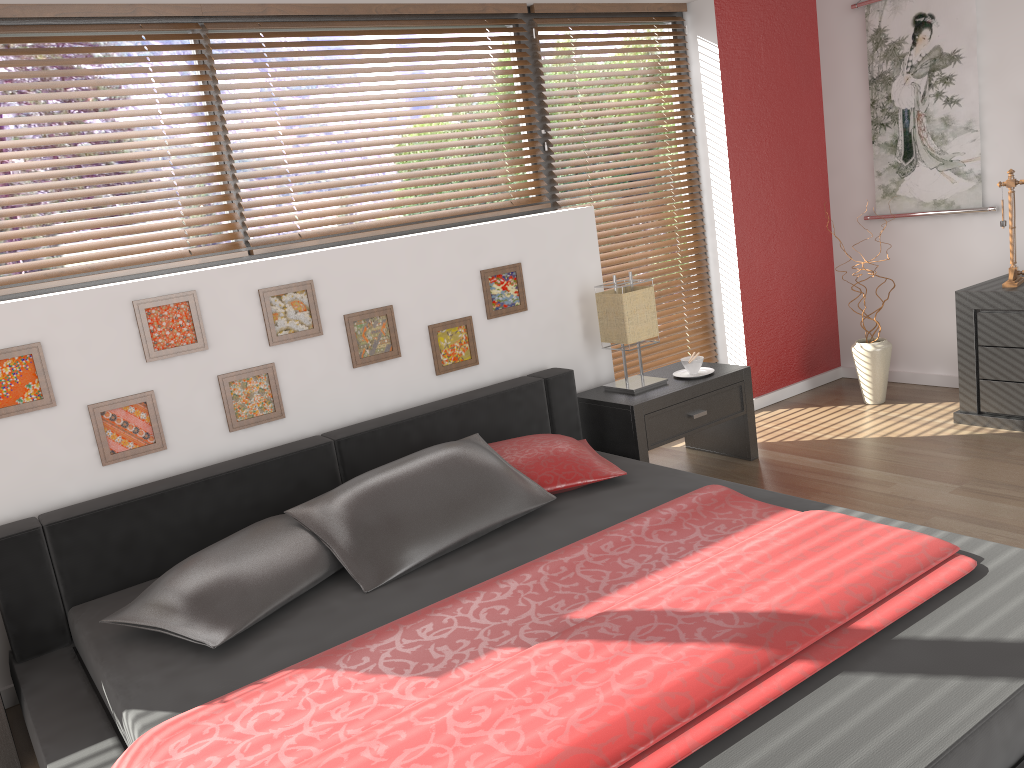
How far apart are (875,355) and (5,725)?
3.9 meters

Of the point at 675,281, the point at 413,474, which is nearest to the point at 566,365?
the point at 675,281

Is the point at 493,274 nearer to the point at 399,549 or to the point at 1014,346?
the point at 399,549

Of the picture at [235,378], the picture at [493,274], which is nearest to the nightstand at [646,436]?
the picture at [493,274]

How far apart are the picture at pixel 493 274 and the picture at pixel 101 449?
1.33m

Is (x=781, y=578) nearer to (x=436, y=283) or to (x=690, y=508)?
(x=690, y=508)

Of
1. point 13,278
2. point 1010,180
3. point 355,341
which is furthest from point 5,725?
point 1010,180

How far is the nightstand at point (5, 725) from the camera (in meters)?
2.32

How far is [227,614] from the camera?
2.23m

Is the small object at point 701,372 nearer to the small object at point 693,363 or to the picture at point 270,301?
the small object at point 693,363
